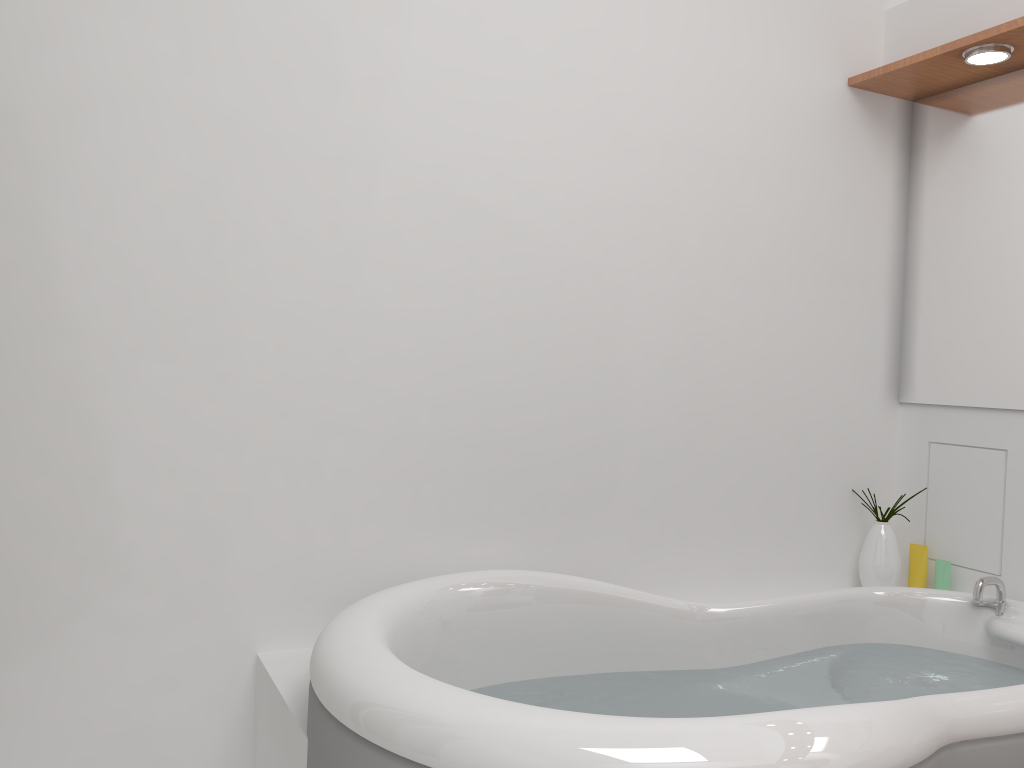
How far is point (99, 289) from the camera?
1.7 meters

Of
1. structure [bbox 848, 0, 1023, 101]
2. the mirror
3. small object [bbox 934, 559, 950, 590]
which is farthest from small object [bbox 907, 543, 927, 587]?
structure [bbox 848, 0, 1023, 101]

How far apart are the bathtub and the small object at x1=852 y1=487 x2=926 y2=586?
0.2 meters

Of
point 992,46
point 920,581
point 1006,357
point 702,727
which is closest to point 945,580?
point 920,581

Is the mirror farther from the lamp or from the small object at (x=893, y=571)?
the small object at (x=893, y=571)

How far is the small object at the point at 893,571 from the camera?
2.4 meters

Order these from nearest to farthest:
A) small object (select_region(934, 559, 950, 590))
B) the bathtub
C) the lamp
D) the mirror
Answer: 1. the bathtub
2. the lamp
3. the mirror
4. small object (select_region(934, 559, 950, 590))

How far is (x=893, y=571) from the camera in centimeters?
245cm

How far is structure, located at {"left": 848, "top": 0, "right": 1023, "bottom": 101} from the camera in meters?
2.2

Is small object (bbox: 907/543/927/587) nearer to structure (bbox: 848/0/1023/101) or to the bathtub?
the bathtub
